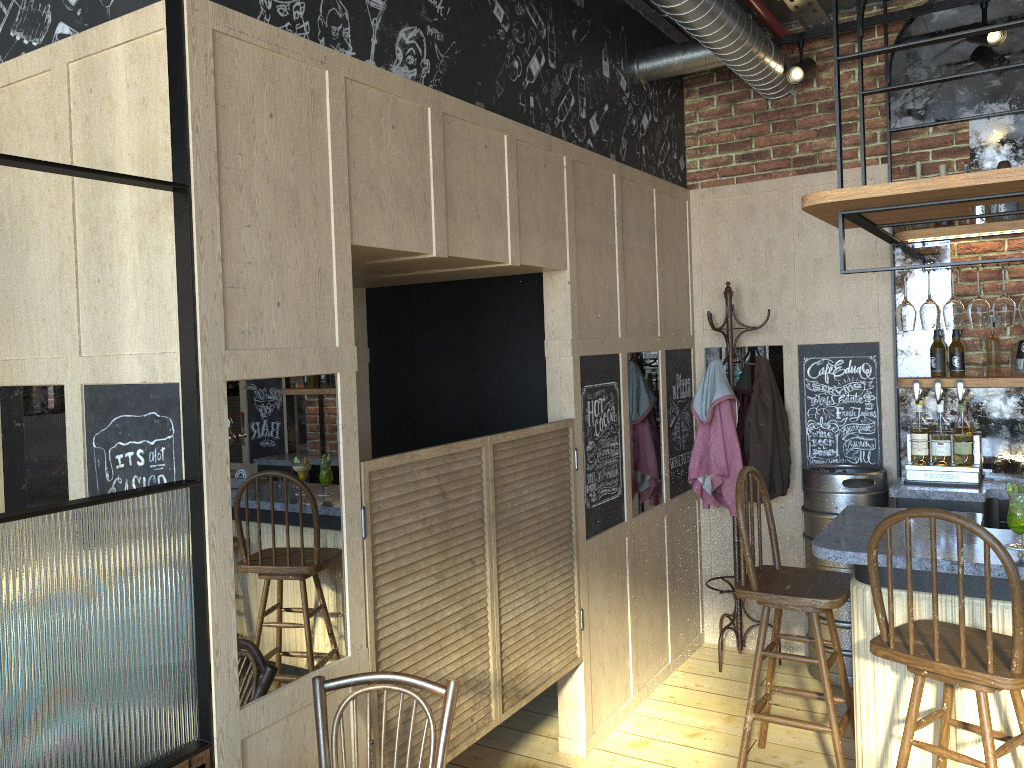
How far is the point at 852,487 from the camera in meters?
4.3 m

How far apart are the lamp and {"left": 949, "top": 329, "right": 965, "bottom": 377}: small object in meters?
1.3

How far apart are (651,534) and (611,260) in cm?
139

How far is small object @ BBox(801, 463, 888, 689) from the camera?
4.30m

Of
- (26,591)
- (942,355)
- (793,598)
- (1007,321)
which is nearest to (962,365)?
(942,355)

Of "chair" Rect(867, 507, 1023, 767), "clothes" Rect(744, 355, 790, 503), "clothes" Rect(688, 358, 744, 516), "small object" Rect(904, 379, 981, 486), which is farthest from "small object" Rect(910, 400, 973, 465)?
"chair" Rect(867, 507, 1023, 767)

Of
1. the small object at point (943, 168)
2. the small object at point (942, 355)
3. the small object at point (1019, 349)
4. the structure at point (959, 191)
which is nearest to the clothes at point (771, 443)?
the structure at point (959, 191)

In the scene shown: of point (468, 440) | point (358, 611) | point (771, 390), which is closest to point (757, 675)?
point (468, 440)

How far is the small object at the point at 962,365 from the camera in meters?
4.3 m

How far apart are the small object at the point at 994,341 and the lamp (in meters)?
1.33
